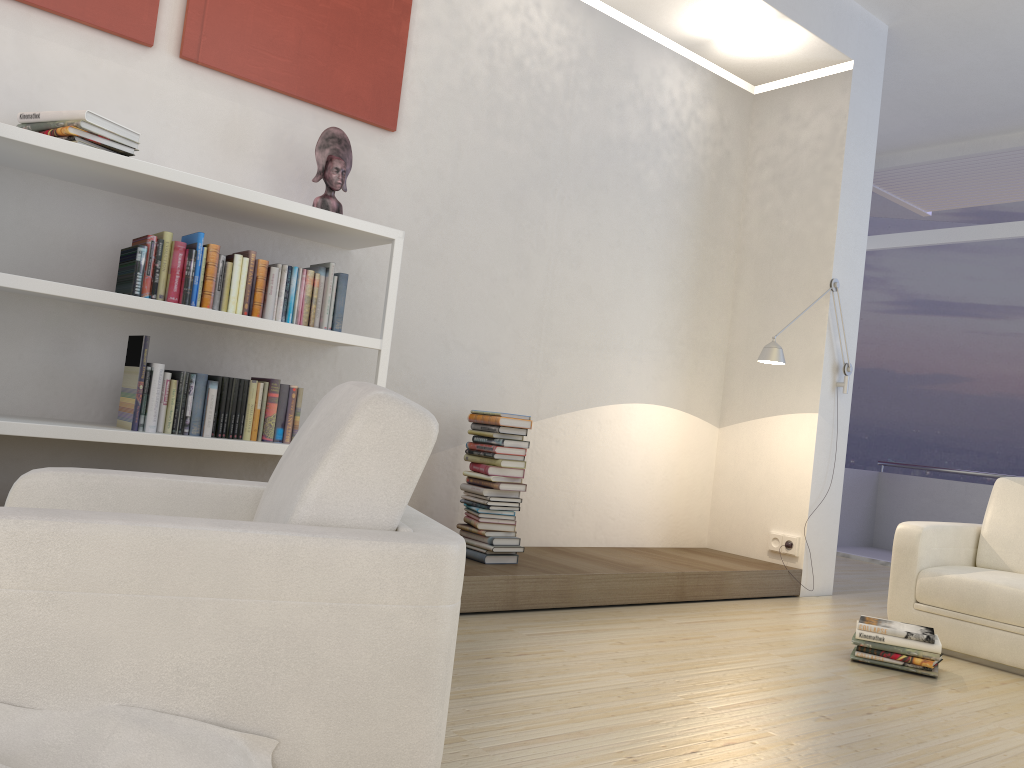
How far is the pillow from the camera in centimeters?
133cm

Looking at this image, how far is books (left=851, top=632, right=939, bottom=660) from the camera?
3.5m

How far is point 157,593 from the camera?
1.4m

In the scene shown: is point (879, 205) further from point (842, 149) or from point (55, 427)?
point (55, 427)

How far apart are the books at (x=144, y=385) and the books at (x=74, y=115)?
0.4 meters

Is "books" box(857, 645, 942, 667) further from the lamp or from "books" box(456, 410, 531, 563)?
the lamp

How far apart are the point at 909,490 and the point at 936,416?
3.01m

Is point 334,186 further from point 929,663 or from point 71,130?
point 929,663

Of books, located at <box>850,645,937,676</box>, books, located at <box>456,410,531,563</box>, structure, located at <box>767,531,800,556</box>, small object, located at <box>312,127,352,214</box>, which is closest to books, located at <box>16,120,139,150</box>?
small object, located at <box>312,127,352,214</box>

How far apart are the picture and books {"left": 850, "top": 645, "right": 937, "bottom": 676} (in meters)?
3.30
